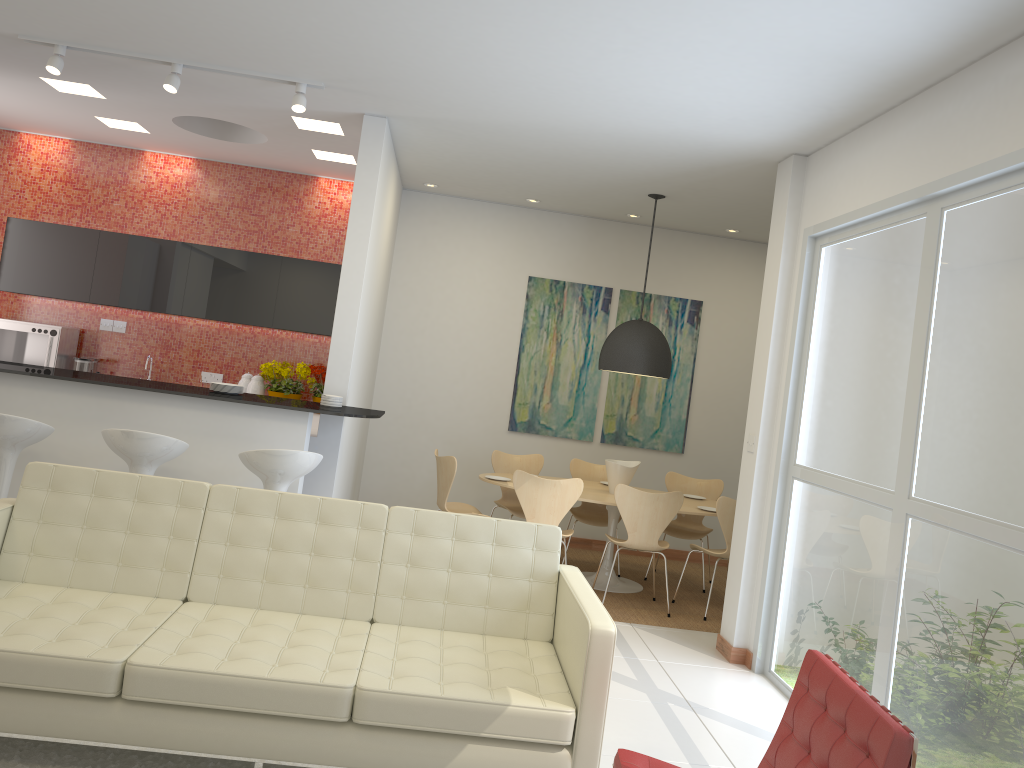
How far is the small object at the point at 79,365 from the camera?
7.82m

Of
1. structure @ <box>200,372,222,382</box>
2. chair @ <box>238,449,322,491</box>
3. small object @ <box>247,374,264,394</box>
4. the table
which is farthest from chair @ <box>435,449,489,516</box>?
structure @ <box>200,372,222,382</box>

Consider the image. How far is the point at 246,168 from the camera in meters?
8.3

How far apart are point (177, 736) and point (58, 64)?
4.10m

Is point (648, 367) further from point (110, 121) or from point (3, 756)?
point (3, 756)

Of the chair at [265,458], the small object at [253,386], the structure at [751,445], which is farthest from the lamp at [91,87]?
the structure at [751,445]

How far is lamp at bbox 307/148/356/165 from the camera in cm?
741

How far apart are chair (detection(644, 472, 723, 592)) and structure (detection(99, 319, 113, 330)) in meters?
5.3

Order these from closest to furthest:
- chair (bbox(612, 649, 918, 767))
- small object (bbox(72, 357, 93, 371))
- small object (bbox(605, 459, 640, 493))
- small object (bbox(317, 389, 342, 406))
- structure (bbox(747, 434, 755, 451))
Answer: chair (bbox(612, 649, 918, 767)), structure (bbox(747, 434, 755, 451)), small object (bbox(317, 389, 342, 406)), small object (bbox(605, 459, 640, 493)), small object (bbox(72, 357, 93, 371))

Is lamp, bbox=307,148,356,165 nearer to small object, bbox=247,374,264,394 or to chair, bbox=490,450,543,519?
small object, bbox=247,374,264,394
